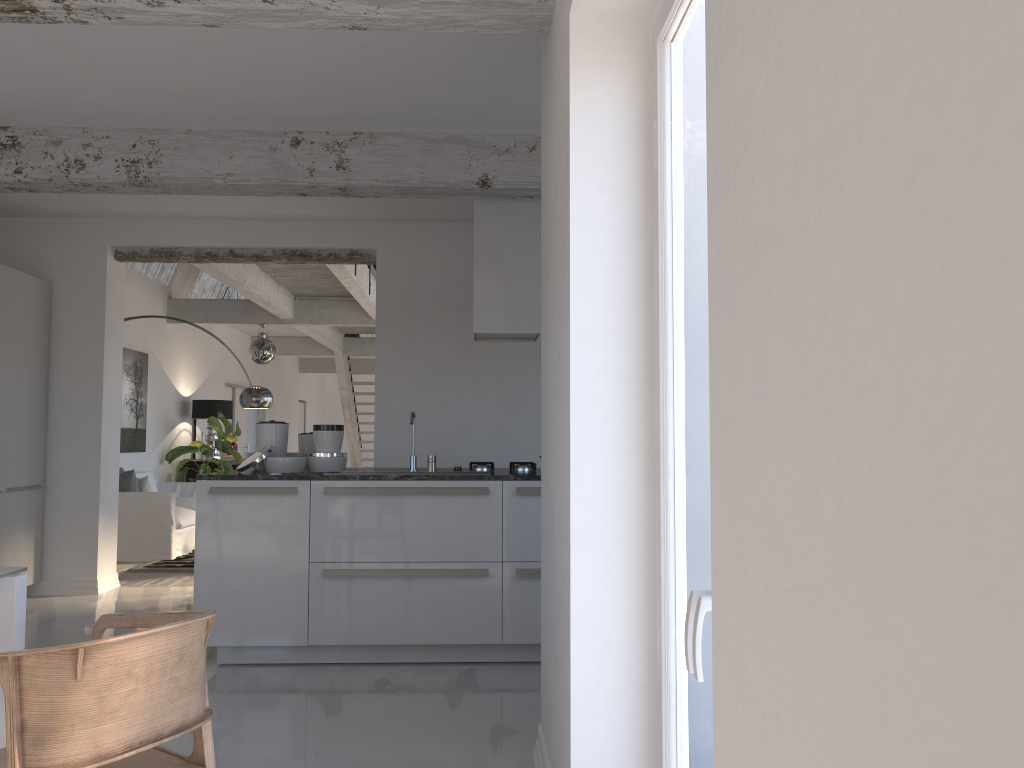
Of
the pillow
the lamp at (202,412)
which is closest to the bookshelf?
the lamp at (202,412)

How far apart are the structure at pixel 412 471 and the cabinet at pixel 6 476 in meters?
3.2 m

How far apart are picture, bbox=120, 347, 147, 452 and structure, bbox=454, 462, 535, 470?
6.0 meters

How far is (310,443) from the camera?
5.6 meters

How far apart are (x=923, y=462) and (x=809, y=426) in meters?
0.2 m

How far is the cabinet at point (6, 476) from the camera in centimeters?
623cm

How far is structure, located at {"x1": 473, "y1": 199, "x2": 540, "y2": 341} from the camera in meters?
5.3

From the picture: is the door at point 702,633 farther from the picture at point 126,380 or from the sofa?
the picture at point 126,380

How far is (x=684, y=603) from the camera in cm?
206

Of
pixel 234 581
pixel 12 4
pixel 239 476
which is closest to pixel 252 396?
pixel 239 476
